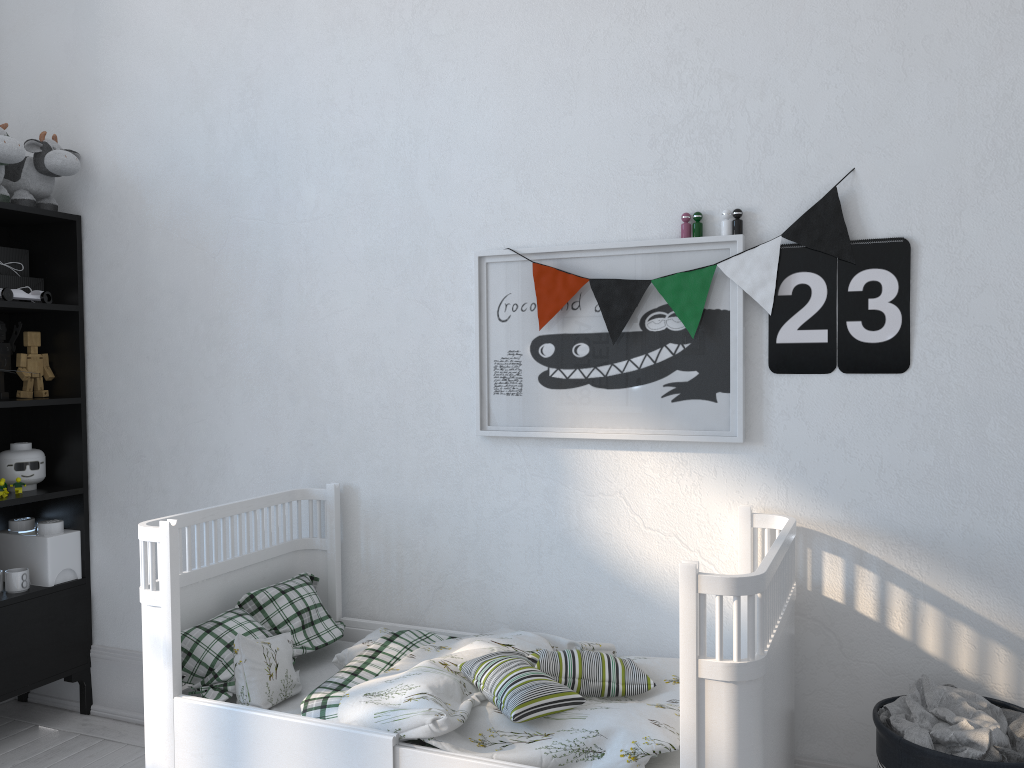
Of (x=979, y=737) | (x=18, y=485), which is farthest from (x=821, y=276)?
(x=18, y=485)

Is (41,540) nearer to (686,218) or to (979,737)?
(686,218)

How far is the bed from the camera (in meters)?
1.51

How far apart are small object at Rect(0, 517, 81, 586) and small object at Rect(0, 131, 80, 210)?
1.03m

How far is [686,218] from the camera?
2.15m

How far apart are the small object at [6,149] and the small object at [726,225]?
Answer: 2.1 meters

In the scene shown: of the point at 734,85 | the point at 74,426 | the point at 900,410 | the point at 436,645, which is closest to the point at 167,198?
the point at 74,426

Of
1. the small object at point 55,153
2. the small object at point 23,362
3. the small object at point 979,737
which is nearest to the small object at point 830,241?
the small object at point 979,737

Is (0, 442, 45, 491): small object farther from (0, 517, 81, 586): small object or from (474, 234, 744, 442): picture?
(474, 234, 744, 442): picture

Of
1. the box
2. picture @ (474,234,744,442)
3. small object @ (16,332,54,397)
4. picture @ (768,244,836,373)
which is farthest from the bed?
the box
